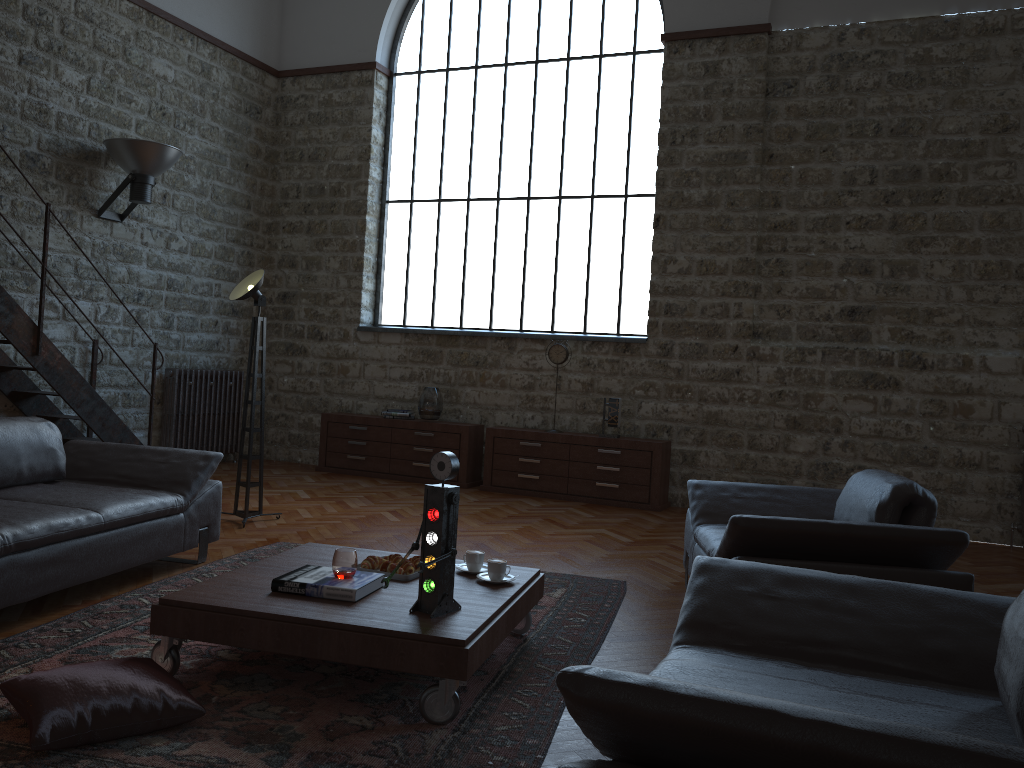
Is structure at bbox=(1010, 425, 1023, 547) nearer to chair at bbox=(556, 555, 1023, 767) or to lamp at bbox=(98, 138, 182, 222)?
chair at bbox=(556, 555, 1023, 767)

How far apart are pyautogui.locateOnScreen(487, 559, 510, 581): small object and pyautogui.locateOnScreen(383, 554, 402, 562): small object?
0.42m

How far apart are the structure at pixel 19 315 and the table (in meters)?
3.62

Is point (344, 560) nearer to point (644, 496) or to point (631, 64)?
point (644, 496)

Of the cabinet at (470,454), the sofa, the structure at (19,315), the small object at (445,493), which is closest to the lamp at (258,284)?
the sofa

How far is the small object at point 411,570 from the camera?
3.6 meters

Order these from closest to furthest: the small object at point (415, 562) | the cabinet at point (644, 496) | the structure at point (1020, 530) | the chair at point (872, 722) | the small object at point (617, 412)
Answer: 1. the chair at point (872, 722)
2. the small object at point (415, 562)
3. the structure at point (1020, 530)
4. the cabinet at point (644, 496)
5. the small object at point (617, 412)

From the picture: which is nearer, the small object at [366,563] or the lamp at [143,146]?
the small object at [366,563]

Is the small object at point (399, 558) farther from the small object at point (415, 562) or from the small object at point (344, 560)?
the small object at point (344, 560)

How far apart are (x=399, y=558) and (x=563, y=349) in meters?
4.8
